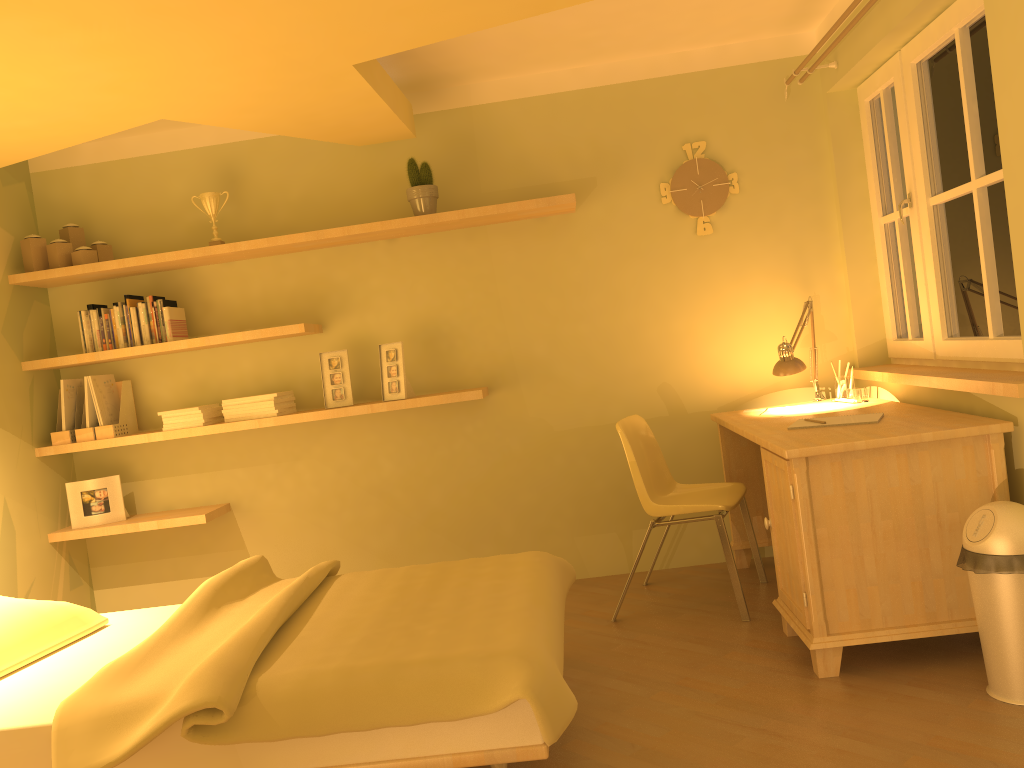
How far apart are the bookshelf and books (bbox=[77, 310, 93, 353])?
0.08m

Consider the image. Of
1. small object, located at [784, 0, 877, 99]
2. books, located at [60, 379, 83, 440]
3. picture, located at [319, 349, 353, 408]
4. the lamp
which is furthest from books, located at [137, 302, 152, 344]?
small object, located at [784, 0, 877, 99]

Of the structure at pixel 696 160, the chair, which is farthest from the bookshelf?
the chair

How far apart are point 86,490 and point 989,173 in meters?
4.0

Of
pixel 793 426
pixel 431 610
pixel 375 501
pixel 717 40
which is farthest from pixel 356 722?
pixel 717 40

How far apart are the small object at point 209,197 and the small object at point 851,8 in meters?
2.7

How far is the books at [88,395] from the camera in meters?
4.1 m

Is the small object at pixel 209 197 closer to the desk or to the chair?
the chair

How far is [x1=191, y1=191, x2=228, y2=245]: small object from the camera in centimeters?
410cm

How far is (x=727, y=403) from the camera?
4.18m
